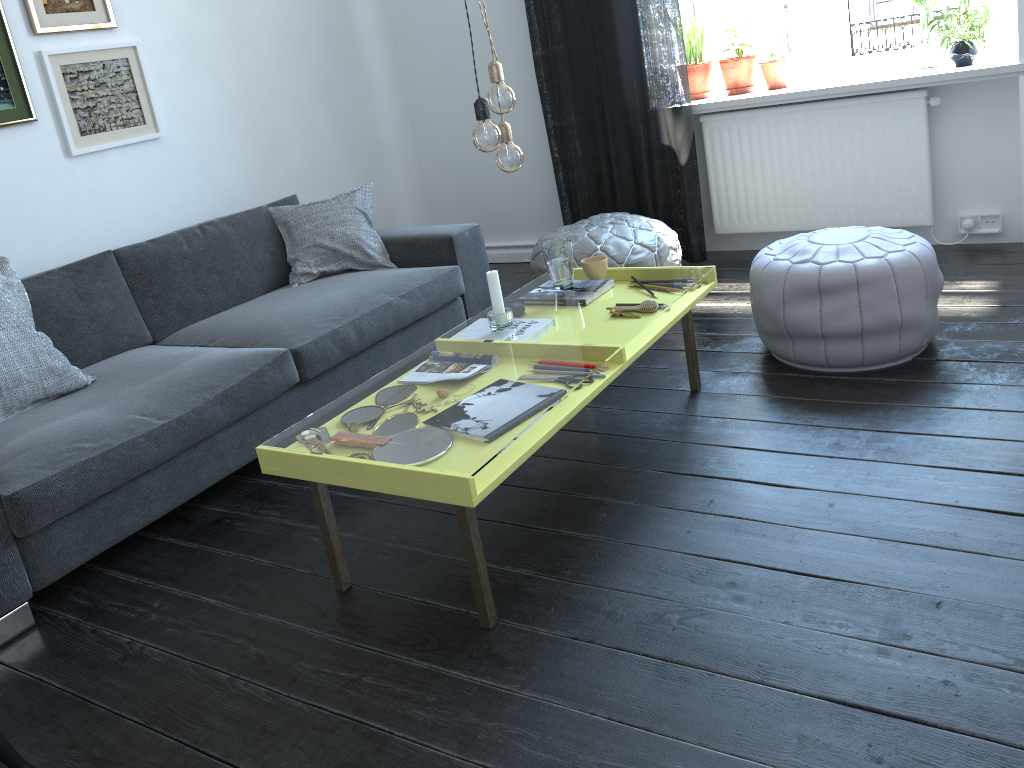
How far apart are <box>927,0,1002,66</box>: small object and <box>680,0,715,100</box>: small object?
1.0m

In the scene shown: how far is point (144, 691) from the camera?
1.9 meters

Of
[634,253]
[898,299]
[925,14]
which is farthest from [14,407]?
[925,14]

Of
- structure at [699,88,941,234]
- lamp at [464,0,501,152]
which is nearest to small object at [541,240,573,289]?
lamp at [464,0,501,152]

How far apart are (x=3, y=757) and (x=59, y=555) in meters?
0.8

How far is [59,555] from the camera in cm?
228

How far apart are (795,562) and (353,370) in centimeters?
174cm

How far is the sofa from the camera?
2.3 meters

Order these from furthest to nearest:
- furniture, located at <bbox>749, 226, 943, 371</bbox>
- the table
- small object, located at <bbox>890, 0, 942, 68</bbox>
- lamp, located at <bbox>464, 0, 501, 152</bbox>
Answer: small object, located at <bbox>890, 0, 942, 68</bbox> → furniture, located at <bbox>749, 226, 943, 371</bbox> → lamp, located at <bbox>464, 0, 501, 152</bbox> → the table

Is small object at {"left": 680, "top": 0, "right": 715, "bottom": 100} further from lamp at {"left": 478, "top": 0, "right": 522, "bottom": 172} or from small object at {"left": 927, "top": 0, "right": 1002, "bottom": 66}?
lamp at {"left": 478, "top": 0, "right": 522, "bottom": 172}
